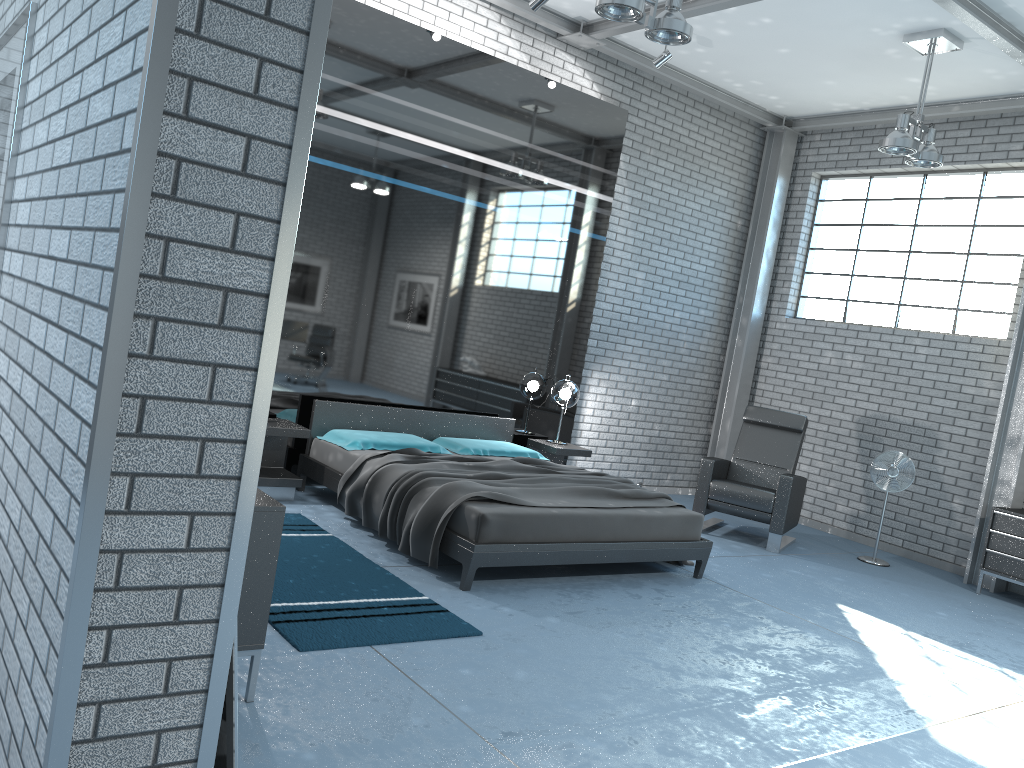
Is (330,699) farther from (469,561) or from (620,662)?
(469,561)

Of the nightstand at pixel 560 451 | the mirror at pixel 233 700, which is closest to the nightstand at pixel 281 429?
the nightstand at pixel 560 451

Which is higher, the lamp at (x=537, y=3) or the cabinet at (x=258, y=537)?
the lamp at (x=537, y=3)

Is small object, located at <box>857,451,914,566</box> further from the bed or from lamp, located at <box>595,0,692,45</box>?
lamp, located at <box>595,0,692,45</box>

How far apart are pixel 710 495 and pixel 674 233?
2.8m

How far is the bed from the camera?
4.82m

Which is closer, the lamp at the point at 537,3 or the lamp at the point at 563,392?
the lamp at the point at 537,3

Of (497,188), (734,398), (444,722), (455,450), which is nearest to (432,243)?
(497,188)

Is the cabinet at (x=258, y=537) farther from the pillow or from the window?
the window

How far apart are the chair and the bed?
1.29m
